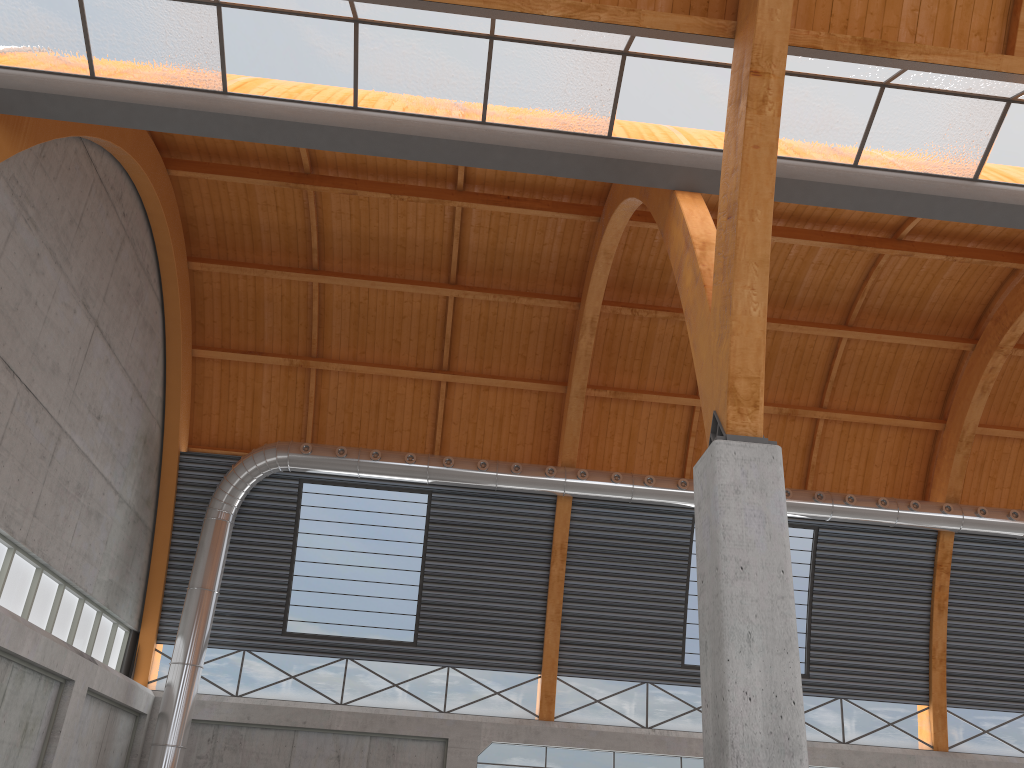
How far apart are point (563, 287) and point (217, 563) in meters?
17.7 m

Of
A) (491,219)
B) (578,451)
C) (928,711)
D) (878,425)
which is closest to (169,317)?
(491,219)

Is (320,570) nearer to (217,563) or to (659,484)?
(217,563)
